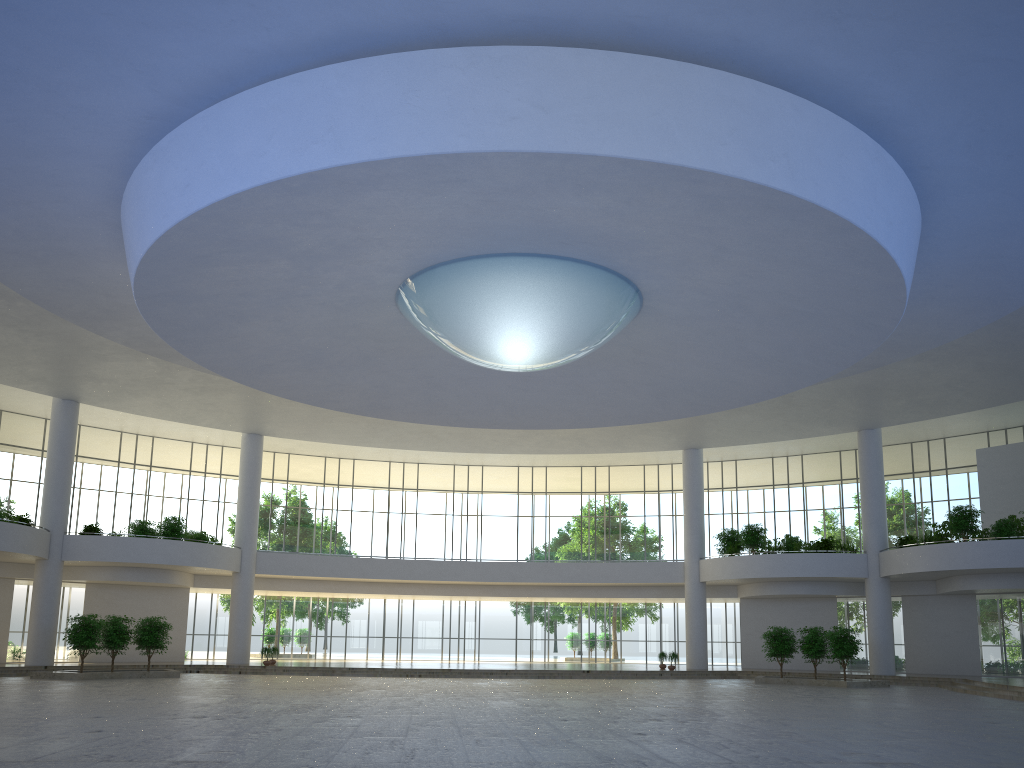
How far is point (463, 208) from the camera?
33.1m

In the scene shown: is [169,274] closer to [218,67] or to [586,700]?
[218,67]

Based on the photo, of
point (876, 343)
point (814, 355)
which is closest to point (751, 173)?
point (876, 343)
